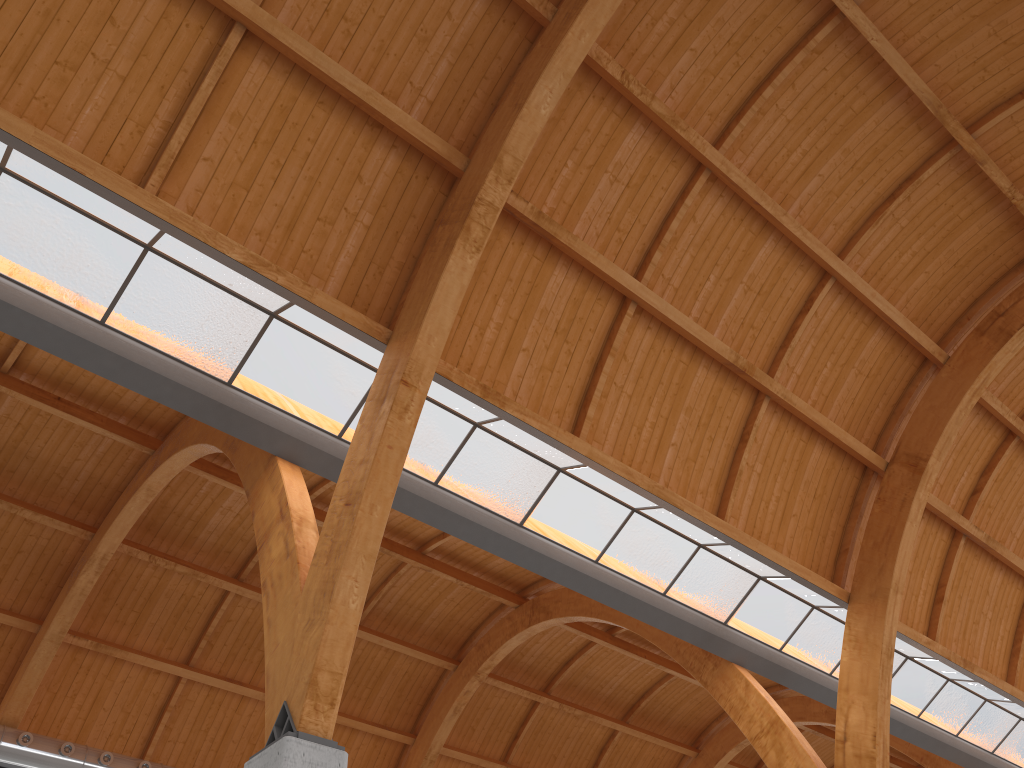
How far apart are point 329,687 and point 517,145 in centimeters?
1121cm
